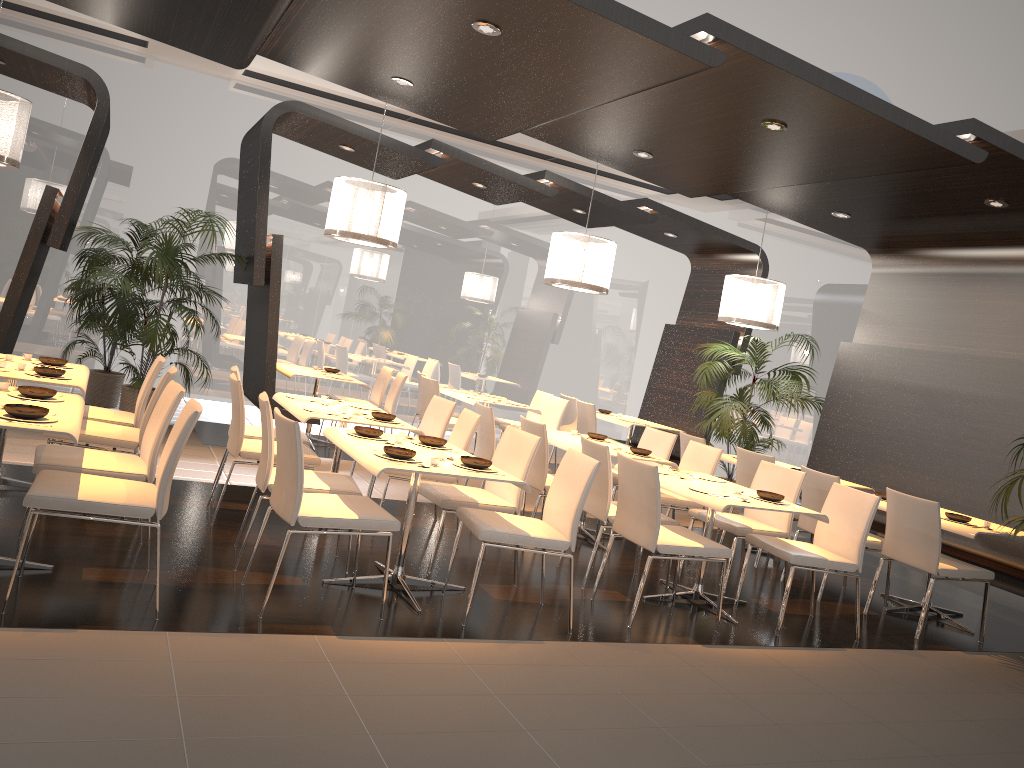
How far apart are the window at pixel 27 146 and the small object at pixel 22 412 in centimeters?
701cm

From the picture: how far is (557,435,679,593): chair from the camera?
5.5 meters

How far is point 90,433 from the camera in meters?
4.9

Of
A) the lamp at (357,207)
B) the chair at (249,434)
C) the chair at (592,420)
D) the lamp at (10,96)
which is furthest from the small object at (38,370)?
the chair at (592,420)

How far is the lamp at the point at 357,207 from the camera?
7.17m

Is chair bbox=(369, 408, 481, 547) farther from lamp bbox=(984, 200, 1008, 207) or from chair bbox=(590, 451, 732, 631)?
lamp bbox=(984, 200, 1008, 207)

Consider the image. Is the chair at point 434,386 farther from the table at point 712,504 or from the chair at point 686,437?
the table at point 712,504

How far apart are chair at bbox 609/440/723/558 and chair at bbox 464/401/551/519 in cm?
134

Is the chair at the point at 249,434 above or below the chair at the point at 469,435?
below

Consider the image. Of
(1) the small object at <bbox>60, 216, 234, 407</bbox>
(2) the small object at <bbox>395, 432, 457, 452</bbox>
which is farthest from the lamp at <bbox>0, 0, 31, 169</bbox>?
(2) the small object at <bbox>395, 432, 457, 452</bbox>
